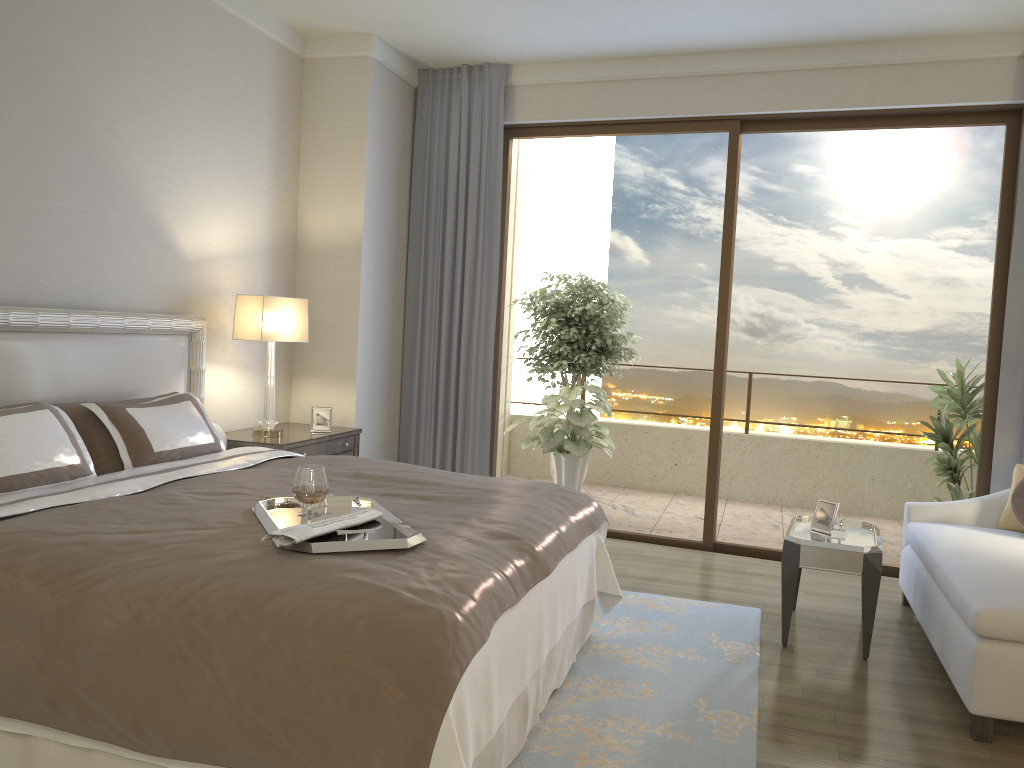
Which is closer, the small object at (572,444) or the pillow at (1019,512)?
the pillow at (1019,512)

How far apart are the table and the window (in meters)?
1.23

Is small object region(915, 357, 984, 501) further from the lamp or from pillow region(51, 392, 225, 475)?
pillow region(51, 392, 225, 475)

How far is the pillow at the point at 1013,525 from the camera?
4.3m

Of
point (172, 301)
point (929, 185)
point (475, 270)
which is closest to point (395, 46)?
point (475, 270)

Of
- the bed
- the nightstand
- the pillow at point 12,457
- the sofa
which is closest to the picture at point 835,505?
the sofa

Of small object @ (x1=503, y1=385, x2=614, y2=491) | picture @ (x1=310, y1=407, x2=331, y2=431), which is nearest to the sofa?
small object @ (x1=503, y1=385, x2=614, y2=491)

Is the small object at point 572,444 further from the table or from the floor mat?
the table

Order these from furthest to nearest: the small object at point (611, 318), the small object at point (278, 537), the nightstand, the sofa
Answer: the small object at point (611, 318) → the nightstand → the sofa → the small object at point (278, 537)

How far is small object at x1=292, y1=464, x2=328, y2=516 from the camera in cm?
263
